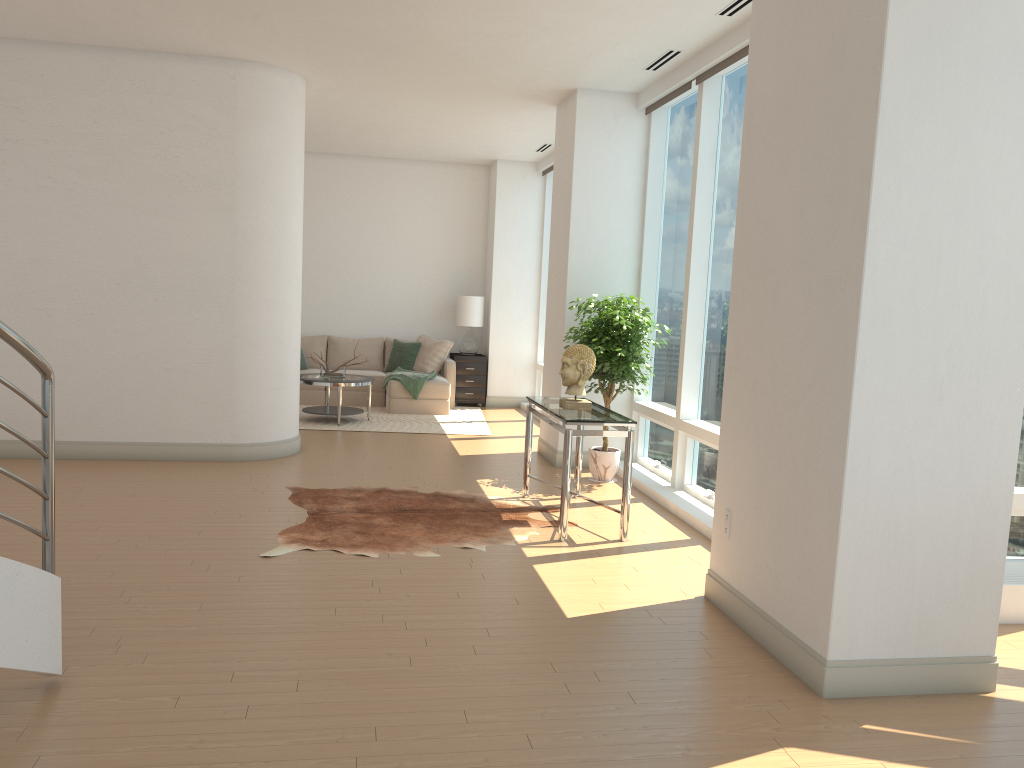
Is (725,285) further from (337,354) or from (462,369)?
(337,354)

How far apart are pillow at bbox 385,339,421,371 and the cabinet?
0.5 meters

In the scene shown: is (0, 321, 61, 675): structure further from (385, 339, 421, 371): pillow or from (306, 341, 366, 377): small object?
(385, 339, 421, 371): pillow

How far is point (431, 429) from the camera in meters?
10.0

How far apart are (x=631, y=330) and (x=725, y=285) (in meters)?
0.93

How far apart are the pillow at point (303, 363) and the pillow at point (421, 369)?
1.5 meters

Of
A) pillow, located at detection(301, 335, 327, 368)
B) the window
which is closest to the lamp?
the window

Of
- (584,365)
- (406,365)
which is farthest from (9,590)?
(406,365)

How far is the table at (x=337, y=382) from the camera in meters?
9.9 m

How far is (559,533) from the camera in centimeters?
565cm
